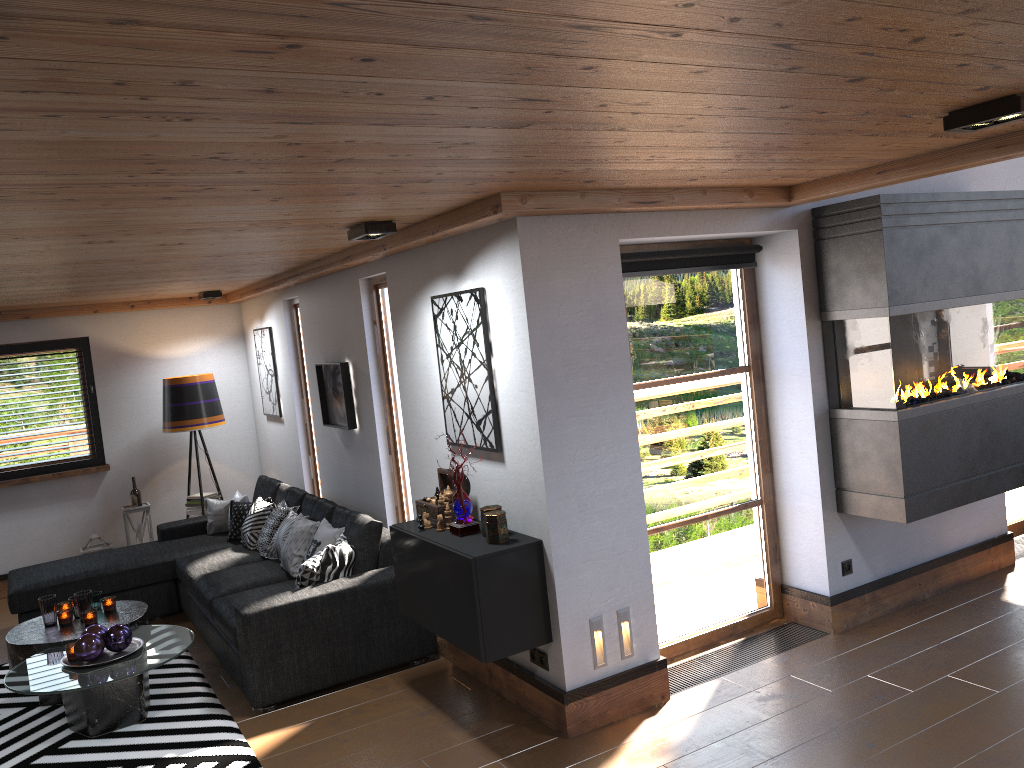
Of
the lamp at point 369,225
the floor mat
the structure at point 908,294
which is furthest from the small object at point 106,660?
the structure at point 908,294

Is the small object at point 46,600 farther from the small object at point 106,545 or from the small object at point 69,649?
the small object at point 106,545

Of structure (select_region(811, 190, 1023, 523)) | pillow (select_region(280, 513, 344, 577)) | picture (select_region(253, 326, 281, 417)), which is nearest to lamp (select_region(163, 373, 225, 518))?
picture (select_region(253, 326, 281, 417))

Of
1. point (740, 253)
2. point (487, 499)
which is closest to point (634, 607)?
point (487, 499)

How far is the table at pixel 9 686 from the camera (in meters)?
4.35

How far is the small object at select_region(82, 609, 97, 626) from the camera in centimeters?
509cm

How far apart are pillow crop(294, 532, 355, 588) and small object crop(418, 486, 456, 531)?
0.8 meters

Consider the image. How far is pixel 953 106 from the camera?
2.76m

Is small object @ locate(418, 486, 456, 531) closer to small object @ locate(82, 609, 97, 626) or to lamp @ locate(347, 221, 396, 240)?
lamp @ locate(347, 221, 396, 240)

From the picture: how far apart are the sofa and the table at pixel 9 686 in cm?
18
